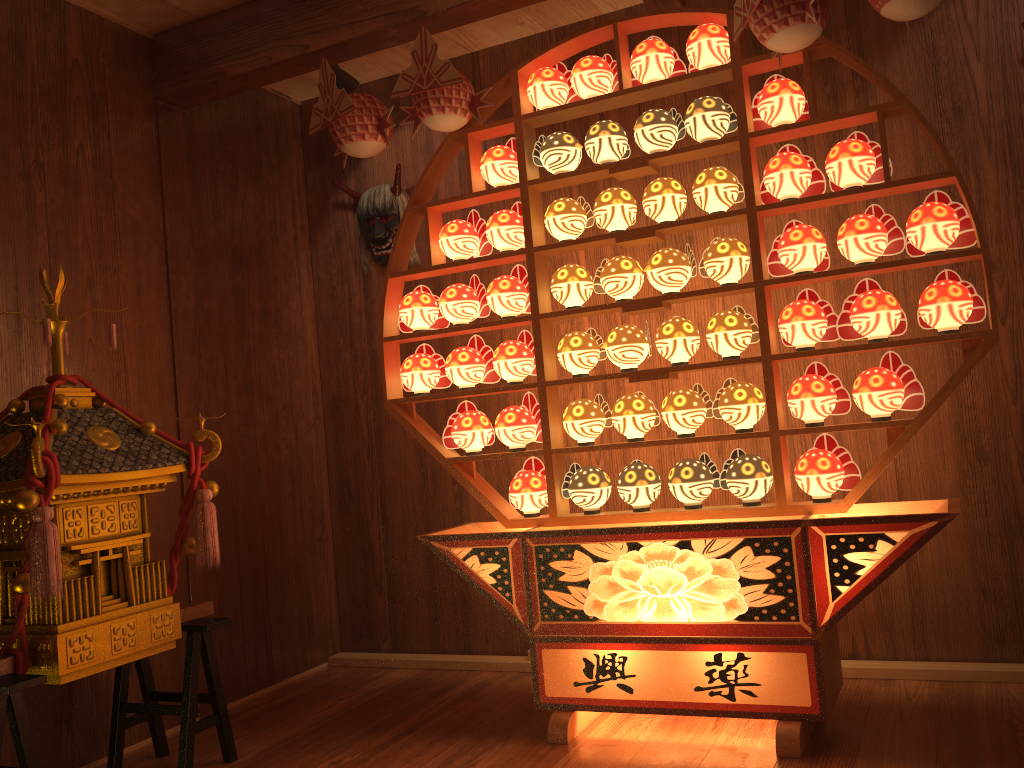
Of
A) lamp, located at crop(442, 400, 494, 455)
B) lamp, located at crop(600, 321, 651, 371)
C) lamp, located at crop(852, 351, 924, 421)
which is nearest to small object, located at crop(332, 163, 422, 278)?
lamp, located at crop(442, 400, 494, 455)

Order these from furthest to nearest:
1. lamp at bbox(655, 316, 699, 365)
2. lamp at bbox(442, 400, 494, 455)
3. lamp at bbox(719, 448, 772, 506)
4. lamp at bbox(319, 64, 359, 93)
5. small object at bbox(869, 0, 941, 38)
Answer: lamp at bbox(319, 64, 359, 93) → lamp at bbox(442, 400, 494, 455) → lamp at bbox(655, 316, 699, 365) → lamp at bbox(719, 448, 772, 506) → small object at bbox(869, 0, 941, 38)

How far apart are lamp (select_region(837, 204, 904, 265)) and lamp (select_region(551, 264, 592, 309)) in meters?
0.8 m

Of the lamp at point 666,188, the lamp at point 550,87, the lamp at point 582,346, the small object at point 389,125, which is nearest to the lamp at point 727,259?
the lamp at point 666,188

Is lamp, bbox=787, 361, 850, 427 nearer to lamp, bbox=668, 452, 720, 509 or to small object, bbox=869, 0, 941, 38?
lamp, bbox=668, 452, 720, 509

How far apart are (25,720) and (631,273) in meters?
2.0 m

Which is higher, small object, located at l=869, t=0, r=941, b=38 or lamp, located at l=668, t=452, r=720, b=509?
small object, located at l=869, t=0, r=941, b=38

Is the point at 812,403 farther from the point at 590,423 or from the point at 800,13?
the point at 800,13

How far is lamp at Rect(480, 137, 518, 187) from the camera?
2.9m

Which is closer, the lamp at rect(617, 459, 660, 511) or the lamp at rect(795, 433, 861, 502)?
the lamp at rect(795, 433, 861, 502)
